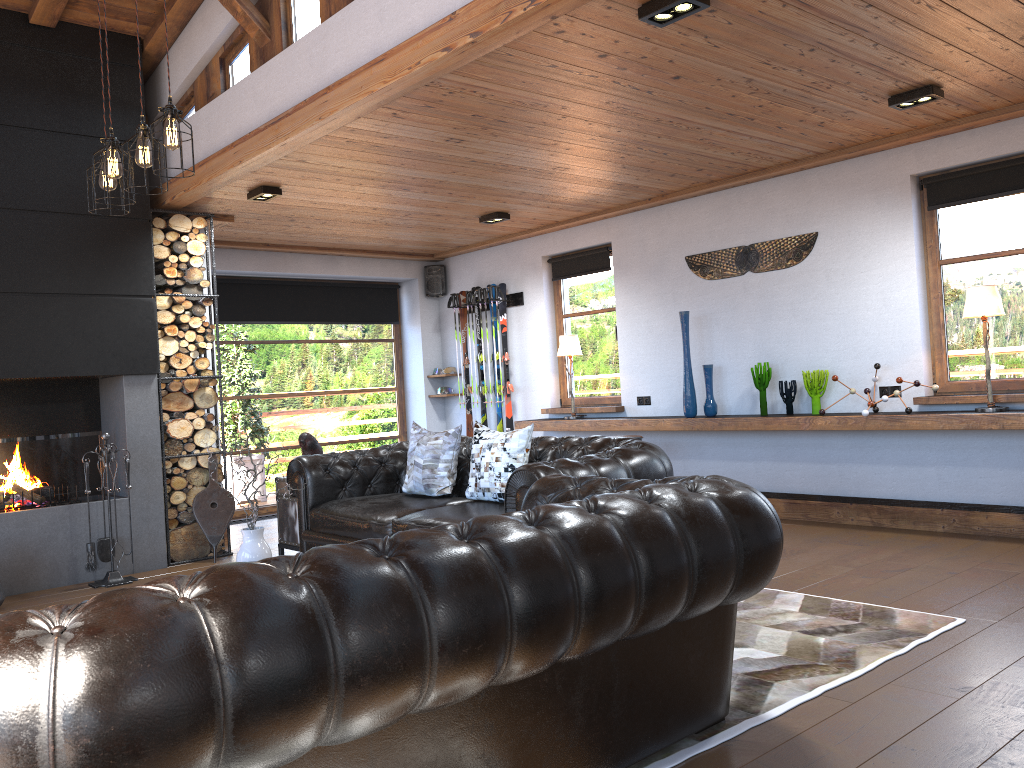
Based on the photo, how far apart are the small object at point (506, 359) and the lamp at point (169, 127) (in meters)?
5.03

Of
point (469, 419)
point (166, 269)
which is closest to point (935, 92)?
point (166, 269)

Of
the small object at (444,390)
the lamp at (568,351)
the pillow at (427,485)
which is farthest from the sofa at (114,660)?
the small object at (444,390)

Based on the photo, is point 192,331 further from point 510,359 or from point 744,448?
point 744,448

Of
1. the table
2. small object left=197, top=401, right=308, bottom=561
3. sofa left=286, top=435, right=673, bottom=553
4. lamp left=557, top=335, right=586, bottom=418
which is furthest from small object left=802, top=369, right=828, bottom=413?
small object left=197, top=401, right=308, bottom=561

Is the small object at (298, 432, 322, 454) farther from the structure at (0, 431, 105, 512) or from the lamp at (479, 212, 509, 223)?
the lamp at (479, 212, 509, 223)

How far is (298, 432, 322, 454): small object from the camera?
6.3 meters

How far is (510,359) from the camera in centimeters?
929cm

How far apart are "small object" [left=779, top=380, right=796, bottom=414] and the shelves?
0.27m

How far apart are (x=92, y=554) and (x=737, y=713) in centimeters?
461cm
